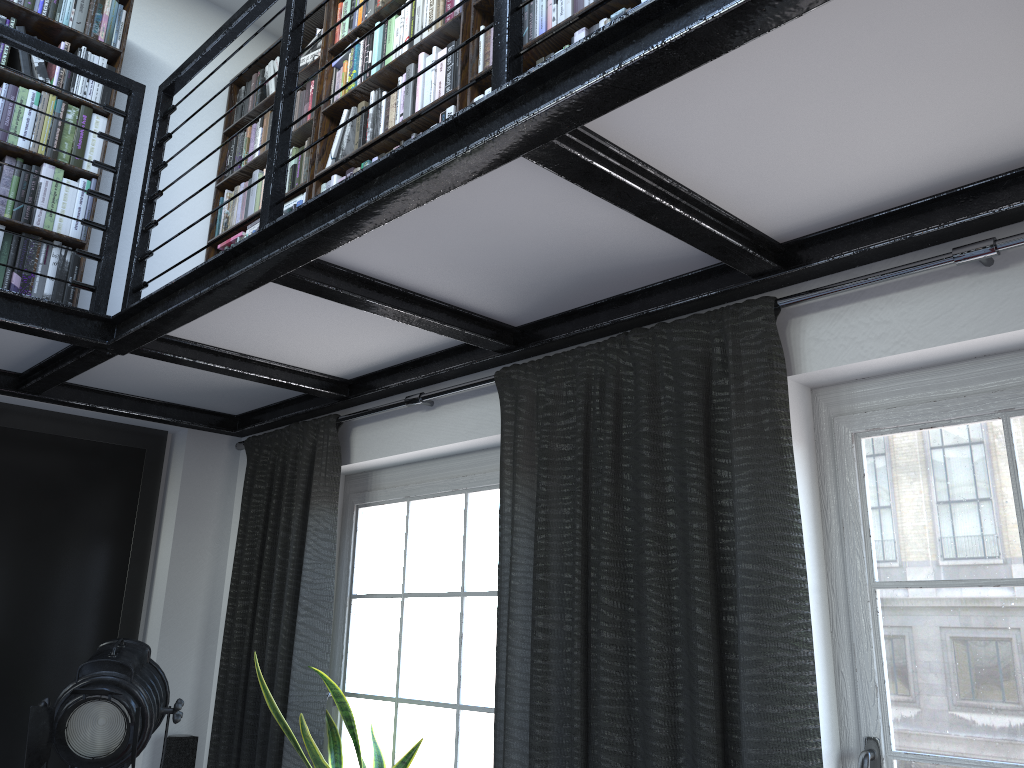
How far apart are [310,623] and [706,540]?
1.7m

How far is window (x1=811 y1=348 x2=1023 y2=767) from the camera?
1.79m

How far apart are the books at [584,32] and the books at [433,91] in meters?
0.1

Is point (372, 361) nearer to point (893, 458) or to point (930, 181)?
point (893, 458)

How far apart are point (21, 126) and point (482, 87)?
1.8m

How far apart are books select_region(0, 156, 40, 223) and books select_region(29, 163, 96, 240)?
0.0 meters

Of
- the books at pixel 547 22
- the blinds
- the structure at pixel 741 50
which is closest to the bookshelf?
the books at pixel 547 22

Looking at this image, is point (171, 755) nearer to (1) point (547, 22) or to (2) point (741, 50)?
(1) point (547, 22)

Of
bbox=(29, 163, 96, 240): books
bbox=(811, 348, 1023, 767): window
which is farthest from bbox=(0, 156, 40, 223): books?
bbox=(811, 348, 1023, 767): window

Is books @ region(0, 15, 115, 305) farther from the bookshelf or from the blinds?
the blinds
